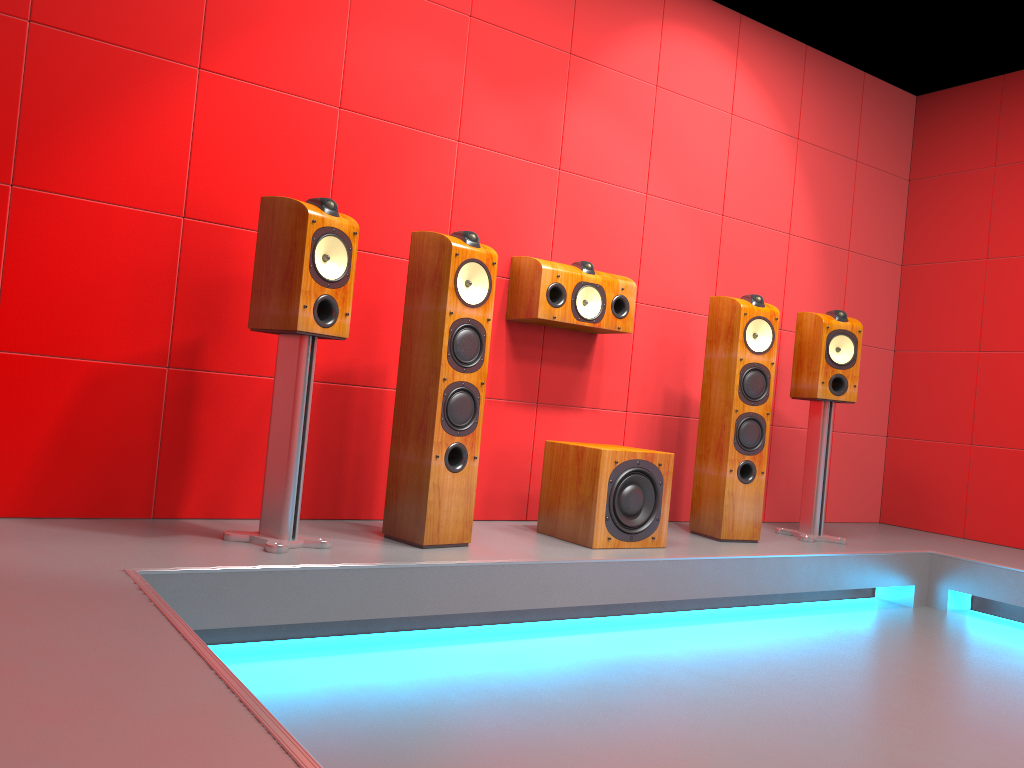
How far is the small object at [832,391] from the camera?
4.0m

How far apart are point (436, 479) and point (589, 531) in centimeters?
65cm

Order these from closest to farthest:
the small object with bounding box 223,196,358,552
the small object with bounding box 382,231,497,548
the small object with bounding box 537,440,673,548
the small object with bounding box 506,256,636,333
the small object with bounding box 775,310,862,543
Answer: the small object with bounding box 223,196,358,552, the small object with bounding box 382,231,497,548, the small object with bounding box 537,440,673,548, the small object with bounding box 506,256,636,333, the small object with bounding box 775,310,862,543

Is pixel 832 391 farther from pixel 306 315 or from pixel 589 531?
pixel 306 315

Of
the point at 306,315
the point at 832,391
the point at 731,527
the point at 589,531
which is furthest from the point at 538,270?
the point at 832,391

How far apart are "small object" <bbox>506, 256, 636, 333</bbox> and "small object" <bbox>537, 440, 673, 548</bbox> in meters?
0.5

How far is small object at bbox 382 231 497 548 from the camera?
2.9 meters

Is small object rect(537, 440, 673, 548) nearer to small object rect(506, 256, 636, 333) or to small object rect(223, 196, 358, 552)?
small object rect(506, 256, 636, 333)

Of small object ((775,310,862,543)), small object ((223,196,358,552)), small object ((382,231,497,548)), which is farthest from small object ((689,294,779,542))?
small object ((223,196,358,552))

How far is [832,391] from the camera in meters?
4.0 m
